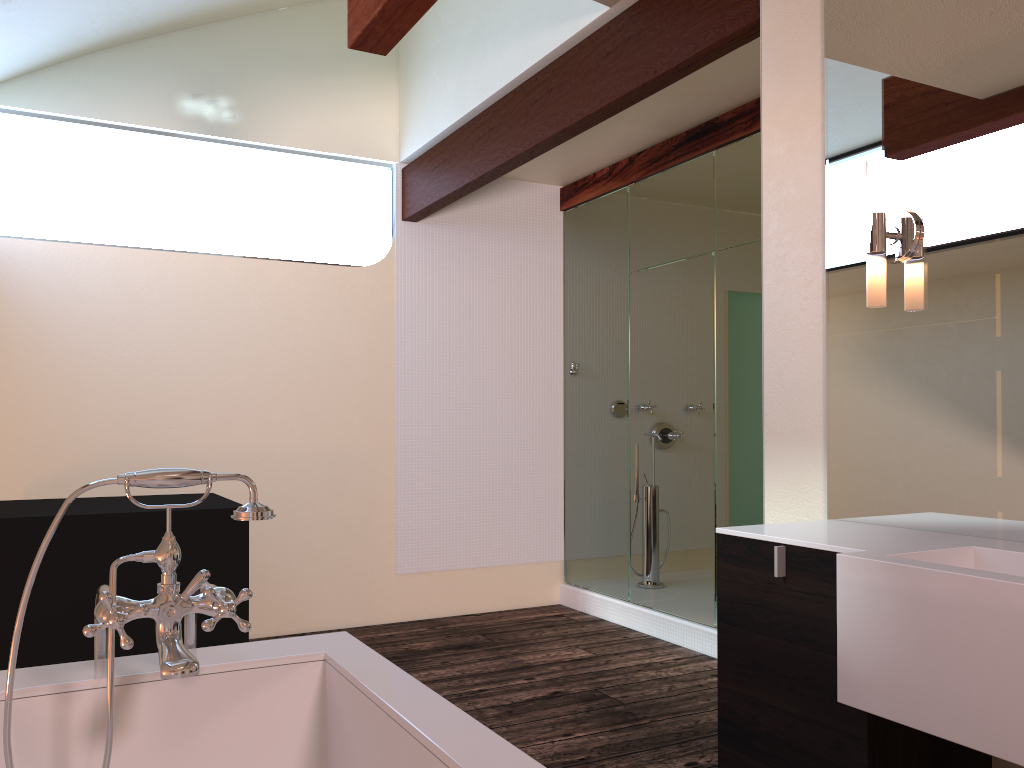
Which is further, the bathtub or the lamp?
the lamp

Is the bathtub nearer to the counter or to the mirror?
the counter

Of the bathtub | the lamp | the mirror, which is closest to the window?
the mirror

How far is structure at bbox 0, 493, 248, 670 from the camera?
3.00m

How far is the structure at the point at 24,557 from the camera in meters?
3.0 m

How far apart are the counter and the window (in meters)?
3.34

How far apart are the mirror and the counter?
0.0m

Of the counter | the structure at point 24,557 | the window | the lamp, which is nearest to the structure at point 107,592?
the counter

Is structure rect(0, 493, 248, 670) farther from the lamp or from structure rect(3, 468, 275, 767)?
the lamp

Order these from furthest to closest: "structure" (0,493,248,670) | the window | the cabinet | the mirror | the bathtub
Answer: the window, "structure" (0,493,248,670), the mirror, the cabinet, the bathtub
